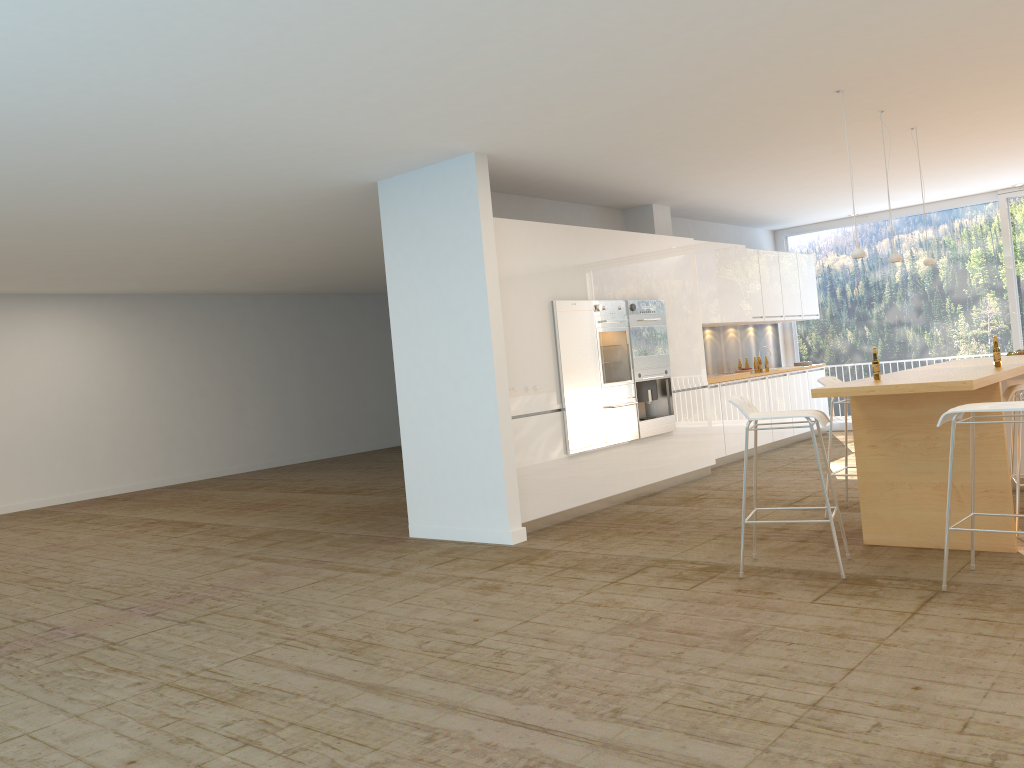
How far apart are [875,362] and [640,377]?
3.1m

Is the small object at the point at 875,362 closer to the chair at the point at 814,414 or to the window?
the chair at the point at 814,414

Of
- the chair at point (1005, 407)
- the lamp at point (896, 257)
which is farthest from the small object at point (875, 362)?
the lamp at point (896, 257)

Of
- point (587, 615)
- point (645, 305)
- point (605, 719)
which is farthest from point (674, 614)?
point (645, 305)

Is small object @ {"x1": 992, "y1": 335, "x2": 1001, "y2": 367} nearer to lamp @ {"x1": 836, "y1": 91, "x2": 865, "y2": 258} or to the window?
lamp @ {"x1": 836, "y1": 91, "x2": 865, "y2": 258}

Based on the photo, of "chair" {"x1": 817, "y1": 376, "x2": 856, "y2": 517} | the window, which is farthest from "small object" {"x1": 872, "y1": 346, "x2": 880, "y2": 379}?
the window

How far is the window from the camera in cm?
1131

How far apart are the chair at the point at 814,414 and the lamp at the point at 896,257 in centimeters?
199cm

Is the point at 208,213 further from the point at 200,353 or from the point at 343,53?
the point at 200,353

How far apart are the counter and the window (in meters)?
4.86
